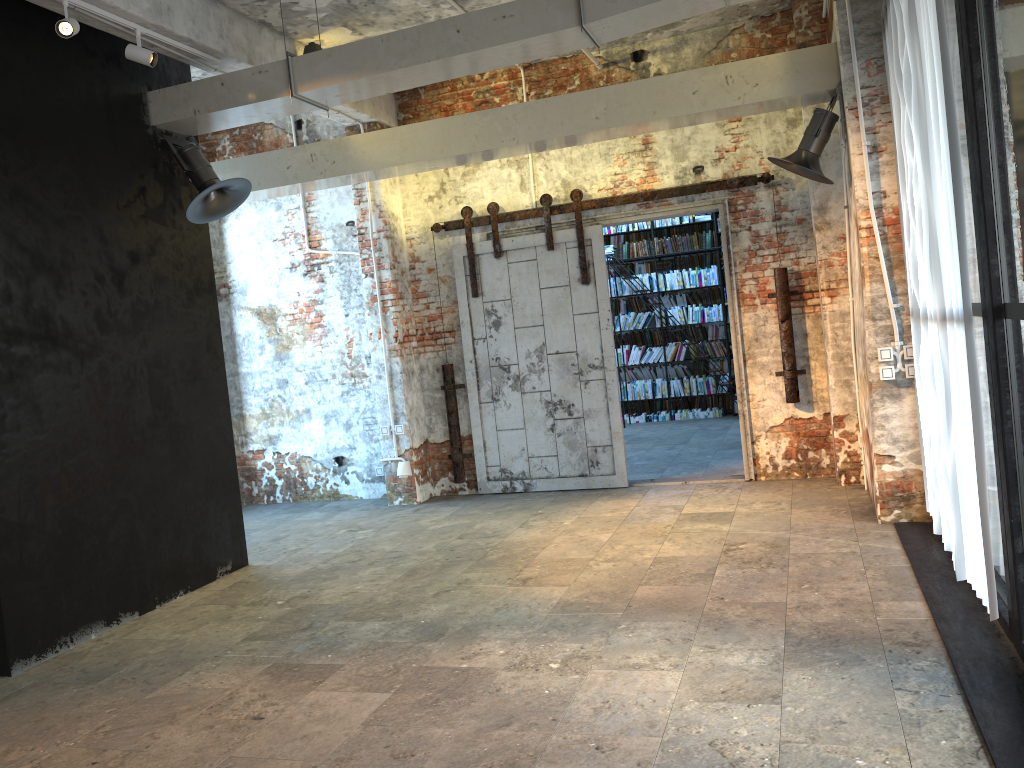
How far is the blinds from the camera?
3.61m

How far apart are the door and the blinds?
1.92m

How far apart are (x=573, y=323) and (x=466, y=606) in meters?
3.6 m

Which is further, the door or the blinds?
the door

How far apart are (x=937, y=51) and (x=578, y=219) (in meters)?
4.41

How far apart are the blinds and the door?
1.9 meters

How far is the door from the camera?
7.9m

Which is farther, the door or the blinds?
the door

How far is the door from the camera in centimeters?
787cm
